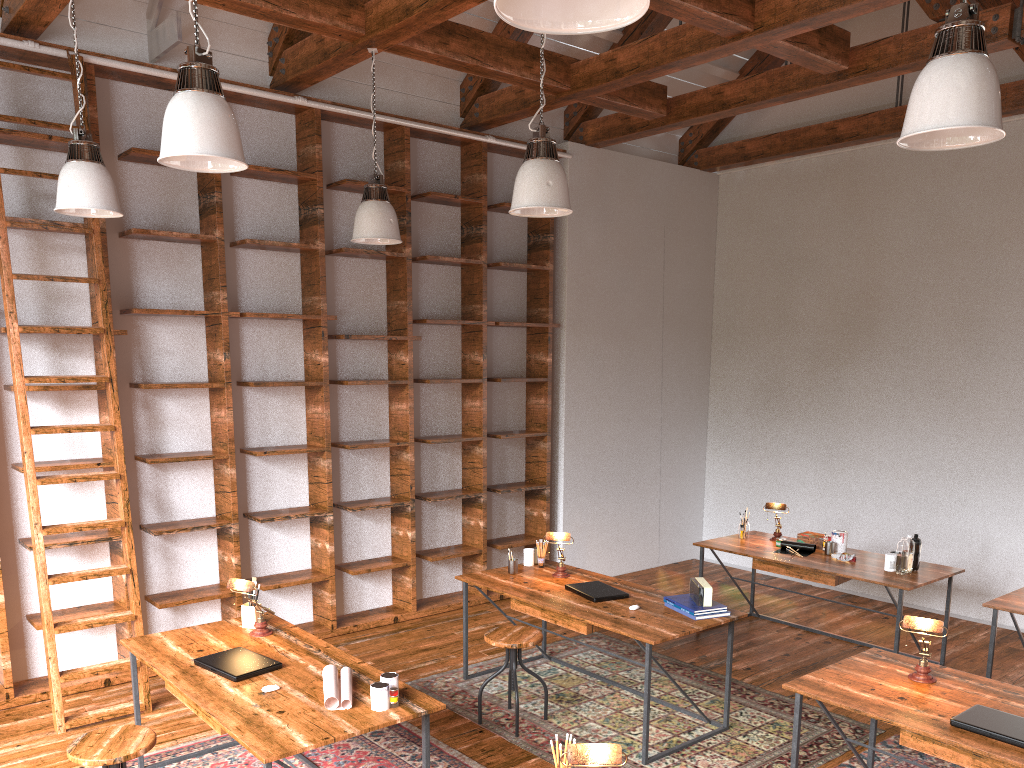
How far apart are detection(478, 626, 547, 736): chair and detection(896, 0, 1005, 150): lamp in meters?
2.8

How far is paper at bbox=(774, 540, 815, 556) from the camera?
5.9m

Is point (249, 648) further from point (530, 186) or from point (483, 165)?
point (483, 165)

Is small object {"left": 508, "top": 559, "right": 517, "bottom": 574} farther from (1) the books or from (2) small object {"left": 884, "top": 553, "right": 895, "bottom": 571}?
(2) small object {"left": 884, "top": 553, "right": 895, "bottom": 571}

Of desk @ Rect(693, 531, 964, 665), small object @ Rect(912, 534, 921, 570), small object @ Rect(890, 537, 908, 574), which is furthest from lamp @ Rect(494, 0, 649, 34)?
small object @ Rect(912, 534, 921, 570)

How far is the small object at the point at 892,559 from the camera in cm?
533

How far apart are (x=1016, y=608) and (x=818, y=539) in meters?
1.5

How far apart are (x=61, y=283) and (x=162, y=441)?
1.09m

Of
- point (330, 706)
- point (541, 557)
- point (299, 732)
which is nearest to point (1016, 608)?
point (541, 557)

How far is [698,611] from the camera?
4.3m
